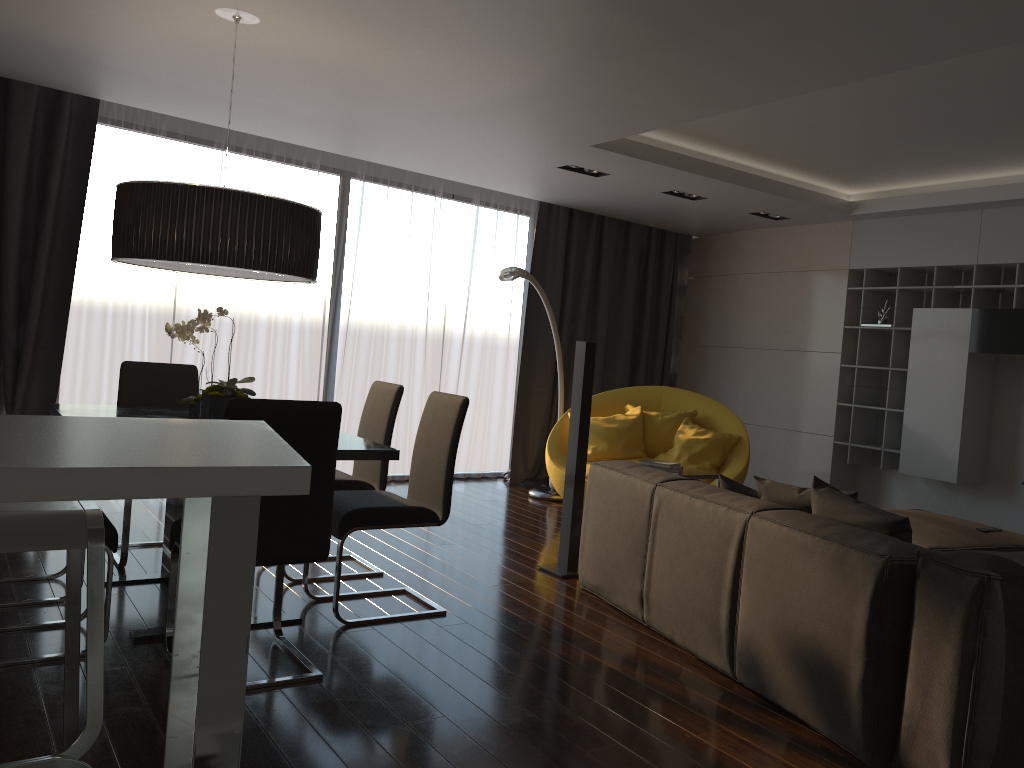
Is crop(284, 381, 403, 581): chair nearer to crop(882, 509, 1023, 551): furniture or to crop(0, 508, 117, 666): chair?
crop(0, 508, 117, 666): chair

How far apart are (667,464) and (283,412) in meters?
2.7 m

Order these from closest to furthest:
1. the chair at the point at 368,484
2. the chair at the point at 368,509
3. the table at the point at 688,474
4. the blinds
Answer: the chair at the point at 368,509 < the chair at the point at 368,484 < the table at the point at 688,474 < the blinds

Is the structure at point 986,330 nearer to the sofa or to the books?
the books

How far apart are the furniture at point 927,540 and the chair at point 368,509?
2.31m

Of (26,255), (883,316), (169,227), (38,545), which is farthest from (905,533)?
(26,255)

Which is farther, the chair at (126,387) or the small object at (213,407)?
the chair at (126,387)

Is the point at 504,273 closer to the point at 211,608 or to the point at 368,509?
the point at 368,509

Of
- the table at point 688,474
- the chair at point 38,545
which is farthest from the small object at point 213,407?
the table at point 688,474

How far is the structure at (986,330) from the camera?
6.0 meters
